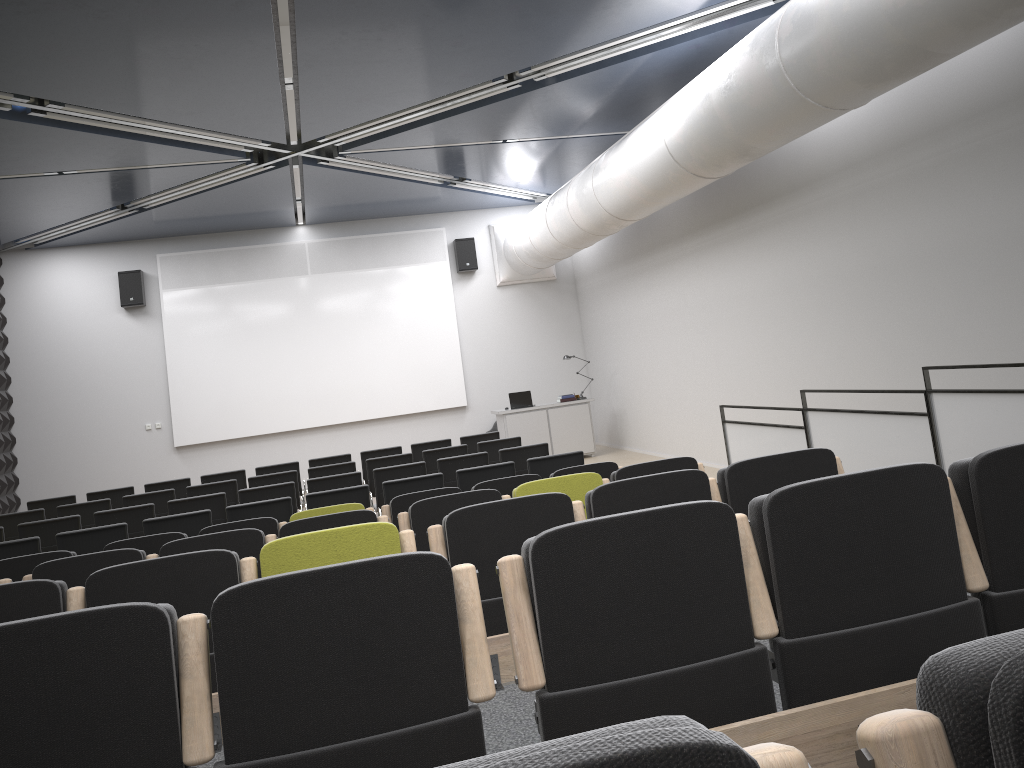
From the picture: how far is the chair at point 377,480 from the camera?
9.29m

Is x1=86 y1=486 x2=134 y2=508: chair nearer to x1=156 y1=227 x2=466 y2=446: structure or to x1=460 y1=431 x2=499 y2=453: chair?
x1=460 y1=431 x2=499 y2=453: chair

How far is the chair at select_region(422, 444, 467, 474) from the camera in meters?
10.7 m

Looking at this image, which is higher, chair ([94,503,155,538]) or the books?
the books

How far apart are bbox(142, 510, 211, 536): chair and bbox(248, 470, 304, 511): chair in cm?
259

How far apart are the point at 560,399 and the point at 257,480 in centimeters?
652cm

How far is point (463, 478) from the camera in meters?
8.2

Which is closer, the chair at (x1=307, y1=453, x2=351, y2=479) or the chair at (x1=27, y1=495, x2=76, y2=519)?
the chair at (x1=27, y1=495, x2=76, y2=519)

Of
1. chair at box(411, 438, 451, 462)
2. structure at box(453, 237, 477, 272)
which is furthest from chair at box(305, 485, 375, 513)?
structure at box(453, 237, 477, 272)

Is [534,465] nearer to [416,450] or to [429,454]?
[429,454]
